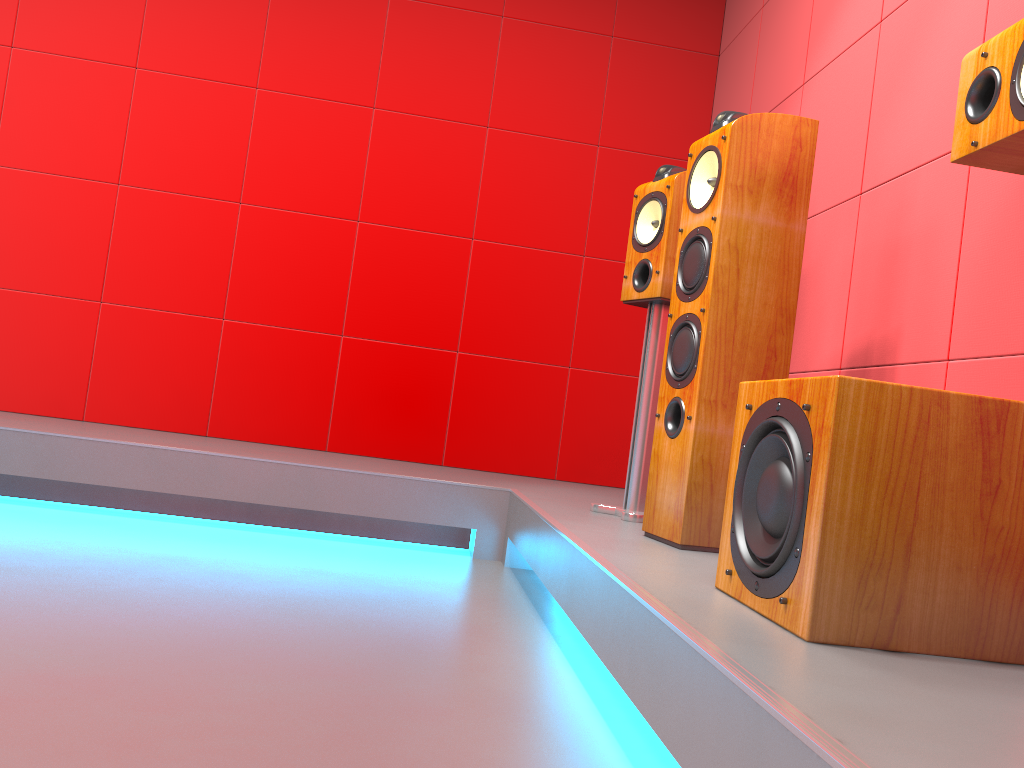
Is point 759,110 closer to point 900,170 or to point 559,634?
point 900,170

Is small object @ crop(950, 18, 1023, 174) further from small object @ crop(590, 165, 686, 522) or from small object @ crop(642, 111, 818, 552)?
small object @ crop(590, 165, 686, 522)

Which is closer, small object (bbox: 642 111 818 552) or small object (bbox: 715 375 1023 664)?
small object (bbox: 715 375 1023 664)

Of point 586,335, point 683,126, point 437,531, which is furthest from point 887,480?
point 683,126

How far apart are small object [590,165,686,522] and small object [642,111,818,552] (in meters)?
0.32

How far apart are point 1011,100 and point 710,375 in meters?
0.8

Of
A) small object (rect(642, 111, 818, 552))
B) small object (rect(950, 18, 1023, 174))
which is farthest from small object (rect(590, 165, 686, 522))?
small object (rect(950, 18, 1023, 174))

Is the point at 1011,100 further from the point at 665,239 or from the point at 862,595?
the point at 665,239

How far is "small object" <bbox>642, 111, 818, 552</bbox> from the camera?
2.0 meters

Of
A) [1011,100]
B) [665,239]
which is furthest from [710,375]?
[1011,100]
